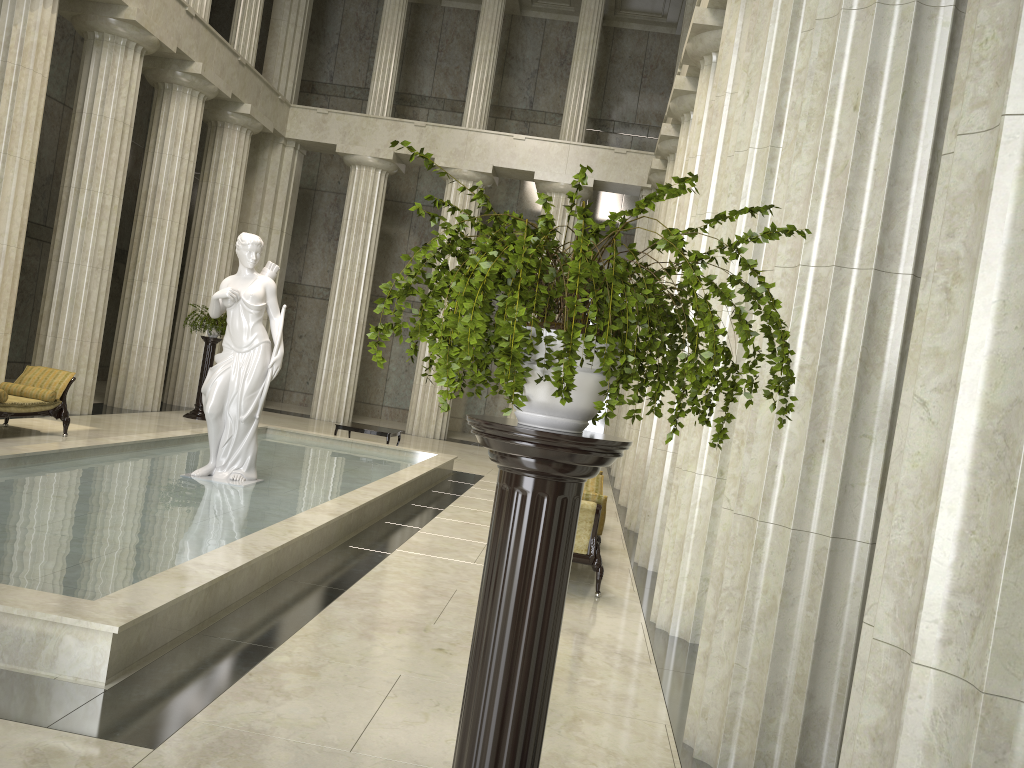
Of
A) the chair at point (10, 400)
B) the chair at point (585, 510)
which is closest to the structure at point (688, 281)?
the chair at point (585, 510)

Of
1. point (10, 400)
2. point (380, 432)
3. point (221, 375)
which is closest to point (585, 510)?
point (221, 375)

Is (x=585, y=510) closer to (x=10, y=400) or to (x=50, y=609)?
(x=50, y=609)

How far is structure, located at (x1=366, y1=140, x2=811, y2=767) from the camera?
1.97m

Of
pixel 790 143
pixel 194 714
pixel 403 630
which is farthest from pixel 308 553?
pixel 790 143

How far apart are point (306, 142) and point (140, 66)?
7.4 meters

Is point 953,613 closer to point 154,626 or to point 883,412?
point 883,412

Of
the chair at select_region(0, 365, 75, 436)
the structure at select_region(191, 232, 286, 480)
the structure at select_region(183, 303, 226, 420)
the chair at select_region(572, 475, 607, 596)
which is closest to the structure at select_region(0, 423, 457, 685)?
the structure at select_region(191, 232, 286, 480)

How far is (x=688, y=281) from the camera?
2.0 meters

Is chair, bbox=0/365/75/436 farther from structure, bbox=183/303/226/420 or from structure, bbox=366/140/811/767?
structure, bbox=366/140/811/767
